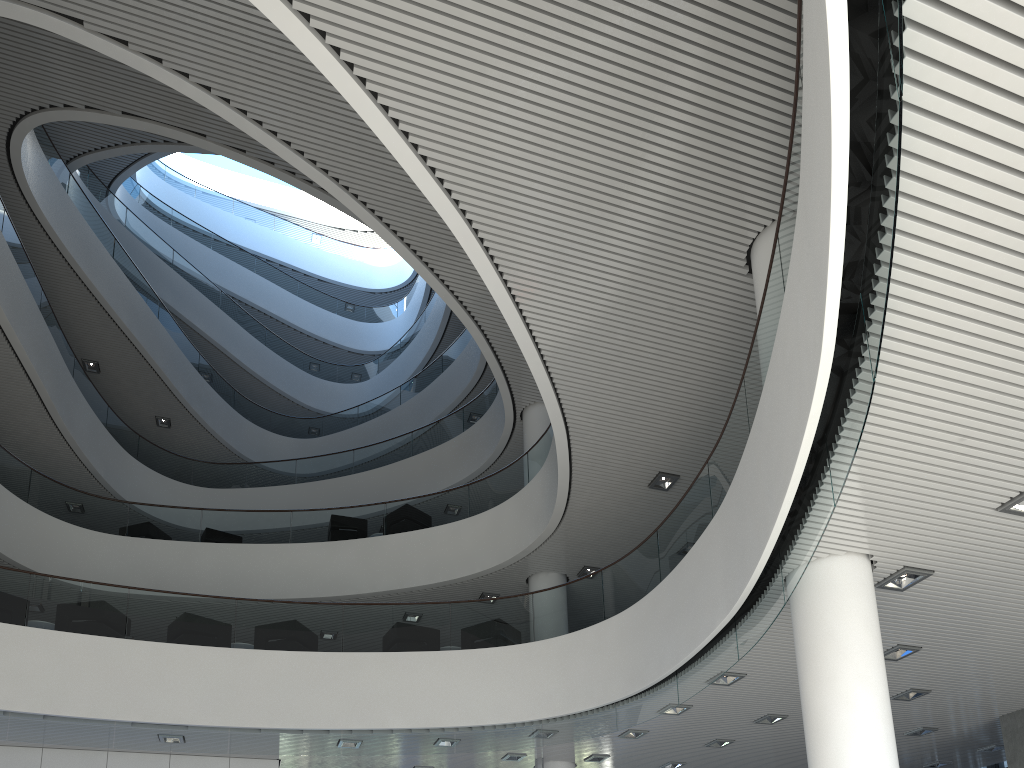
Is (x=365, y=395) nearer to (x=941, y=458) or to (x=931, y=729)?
(x=931, y=729)
